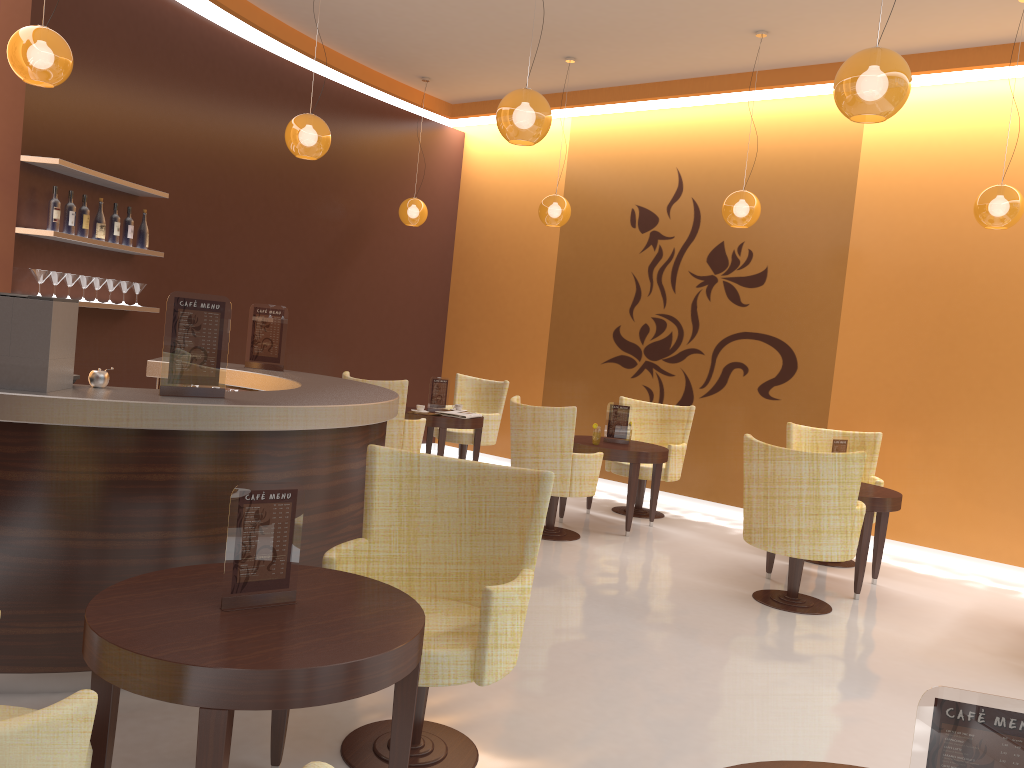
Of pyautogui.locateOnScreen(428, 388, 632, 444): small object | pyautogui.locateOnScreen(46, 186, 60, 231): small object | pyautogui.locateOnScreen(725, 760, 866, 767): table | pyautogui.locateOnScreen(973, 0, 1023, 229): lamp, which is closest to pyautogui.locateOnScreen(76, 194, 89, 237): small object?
pyautogui.locateOnScreen(46, 186, 60, 231): small object

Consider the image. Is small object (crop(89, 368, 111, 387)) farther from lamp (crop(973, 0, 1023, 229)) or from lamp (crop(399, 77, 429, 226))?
lamp (crop(399, 77, 429, 226))

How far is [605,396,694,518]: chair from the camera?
7.7 meters

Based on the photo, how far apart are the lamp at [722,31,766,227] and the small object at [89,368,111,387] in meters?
4.8 m

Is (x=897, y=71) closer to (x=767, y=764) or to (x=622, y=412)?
(x=767, y=764)

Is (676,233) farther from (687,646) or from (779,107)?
(687,646)

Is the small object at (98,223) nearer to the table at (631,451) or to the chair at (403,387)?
the chair at (403,387)

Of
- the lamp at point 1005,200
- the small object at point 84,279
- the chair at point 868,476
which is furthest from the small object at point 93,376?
the lamp at point 1005,200

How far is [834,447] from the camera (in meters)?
6.06

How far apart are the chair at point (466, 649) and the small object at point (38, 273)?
3.5m
